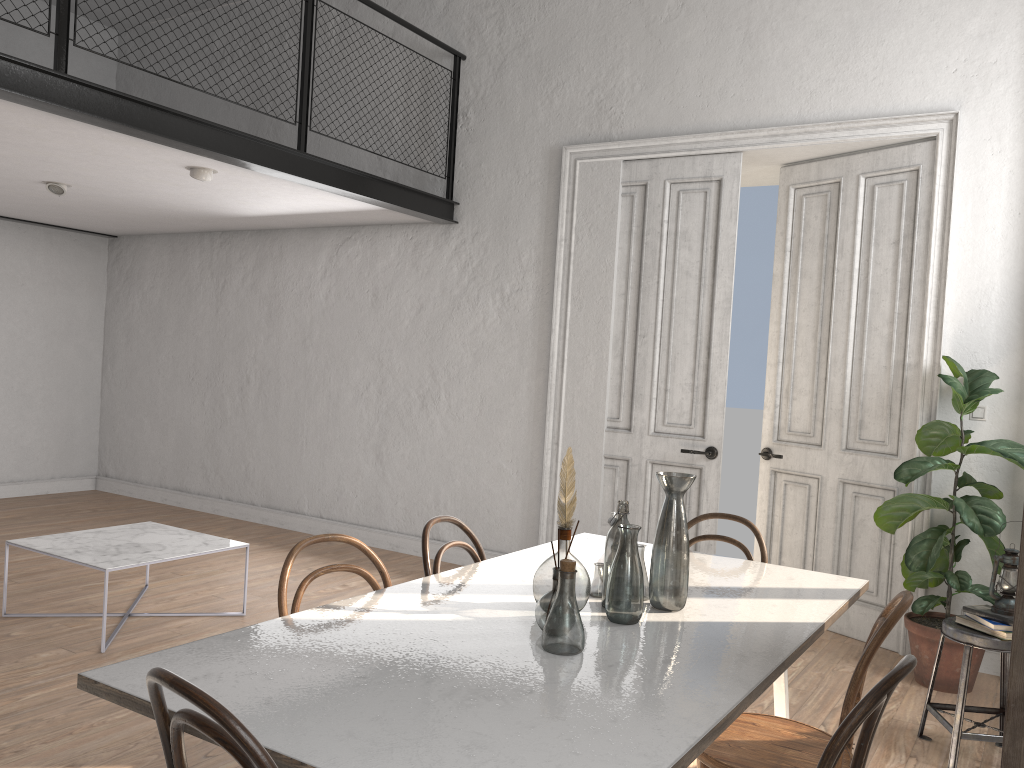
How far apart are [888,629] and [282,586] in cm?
155

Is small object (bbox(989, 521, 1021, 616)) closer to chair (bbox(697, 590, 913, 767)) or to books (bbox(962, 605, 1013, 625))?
books (bbox(962, 605, 1013, 625))

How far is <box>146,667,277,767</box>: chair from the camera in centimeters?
132cm

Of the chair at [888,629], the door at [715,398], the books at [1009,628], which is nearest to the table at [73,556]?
the door at [715,398]

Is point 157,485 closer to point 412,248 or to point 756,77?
point 412,248

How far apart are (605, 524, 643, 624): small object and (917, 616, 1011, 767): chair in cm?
181

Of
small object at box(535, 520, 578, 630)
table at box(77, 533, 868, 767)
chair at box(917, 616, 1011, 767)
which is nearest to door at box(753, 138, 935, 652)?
chair at box(917, 616, 1011, 767)

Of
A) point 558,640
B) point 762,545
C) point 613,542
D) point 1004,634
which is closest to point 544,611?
point 558,640

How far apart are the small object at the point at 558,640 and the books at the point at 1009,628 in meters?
2.1 m

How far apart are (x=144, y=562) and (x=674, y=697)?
3.2m
